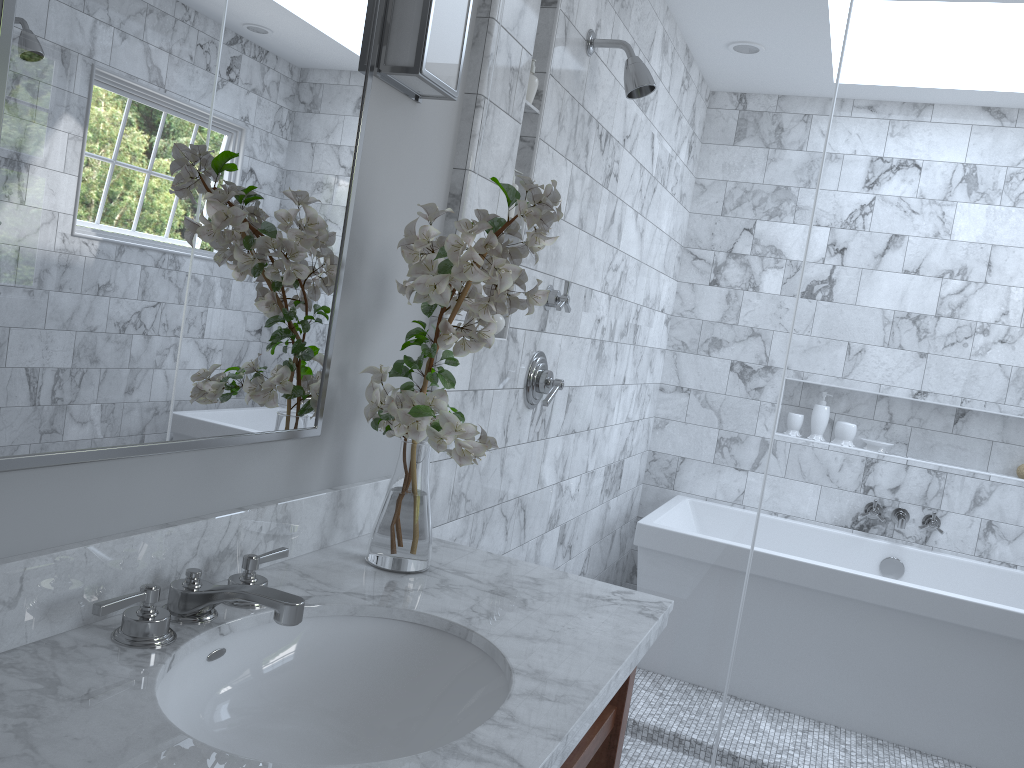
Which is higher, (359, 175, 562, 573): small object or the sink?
(359, 175, 562, 573): small object

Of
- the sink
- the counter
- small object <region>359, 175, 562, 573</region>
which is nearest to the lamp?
small object <region>359, 175, 562, 573</region>

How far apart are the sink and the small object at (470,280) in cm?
18

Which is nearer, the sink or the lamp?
the sink

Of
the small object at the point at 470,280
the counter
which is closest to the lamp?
the small object at the point at 470,280

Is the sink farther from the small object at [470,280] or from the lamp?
the lamp

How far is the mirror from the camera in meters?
1.0

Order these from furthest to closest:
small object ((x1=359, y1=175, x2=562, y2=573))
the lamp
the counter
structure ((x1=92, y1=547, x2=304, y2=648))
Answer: the lamp, small object ((x1=359, y1=175, x2=562, y2=573)), structure ((x1=92, y1=547, x2=304, y2=648)), the counter

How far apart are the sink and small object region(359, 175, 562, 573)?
0.18m

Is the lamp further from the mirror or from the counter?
the counter
